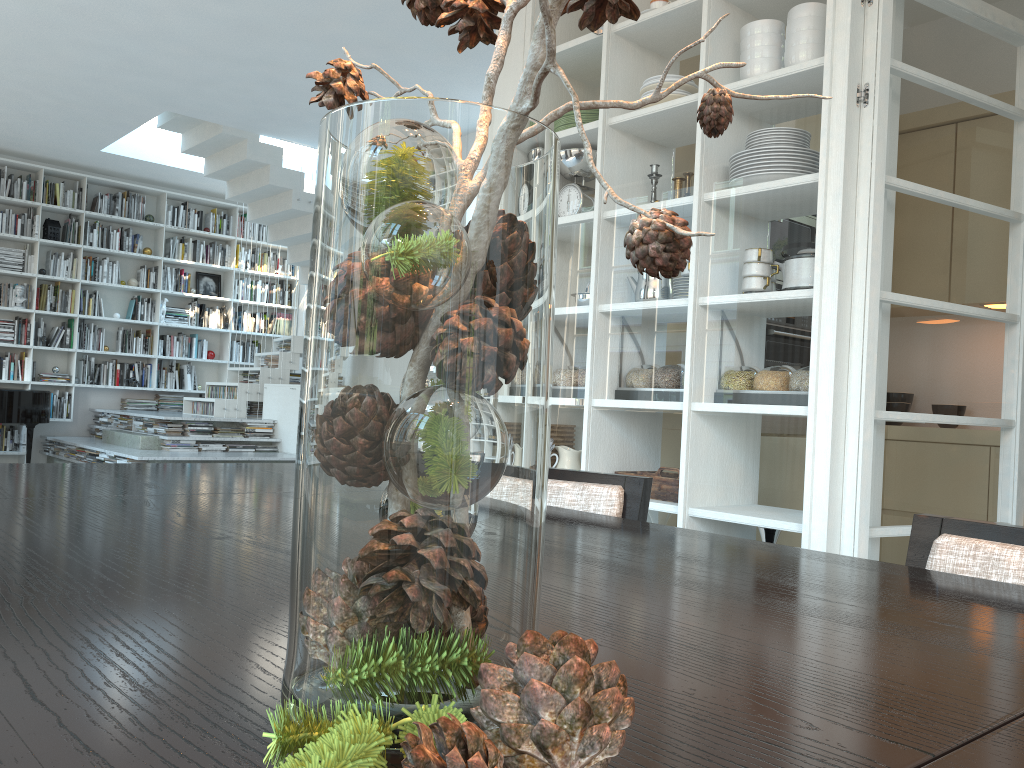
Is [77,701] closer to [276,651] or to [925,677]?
[276,651]

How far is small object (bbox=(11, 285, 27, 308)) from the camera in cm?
900

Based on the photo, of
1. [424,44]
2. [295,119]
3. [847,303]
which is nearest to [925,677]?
[847,303]

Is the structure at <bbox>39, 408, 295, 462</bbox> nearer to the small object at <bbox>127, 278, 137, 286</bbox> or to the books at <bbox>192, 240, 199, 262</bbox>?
the small object at <bbox>127, 278, 137, 286</bbox>

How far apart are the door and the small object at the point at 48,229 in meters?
8.9 m

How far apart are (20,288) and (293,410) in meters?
3.2 m

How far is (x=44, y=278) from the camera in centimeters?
921cm

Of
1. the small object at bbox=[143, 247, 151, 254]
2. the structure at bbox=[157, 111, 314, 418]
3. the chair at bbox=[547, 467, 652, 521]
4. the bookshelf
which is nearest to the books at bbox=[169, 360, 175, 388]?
the bookshelf

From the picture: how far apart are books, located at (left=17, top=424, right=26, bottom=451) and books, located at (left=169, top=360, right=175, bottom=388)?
1.7 meters

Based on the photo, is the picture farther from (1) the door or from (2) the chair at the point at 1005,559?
(2) the chair at the point at 1005,559
